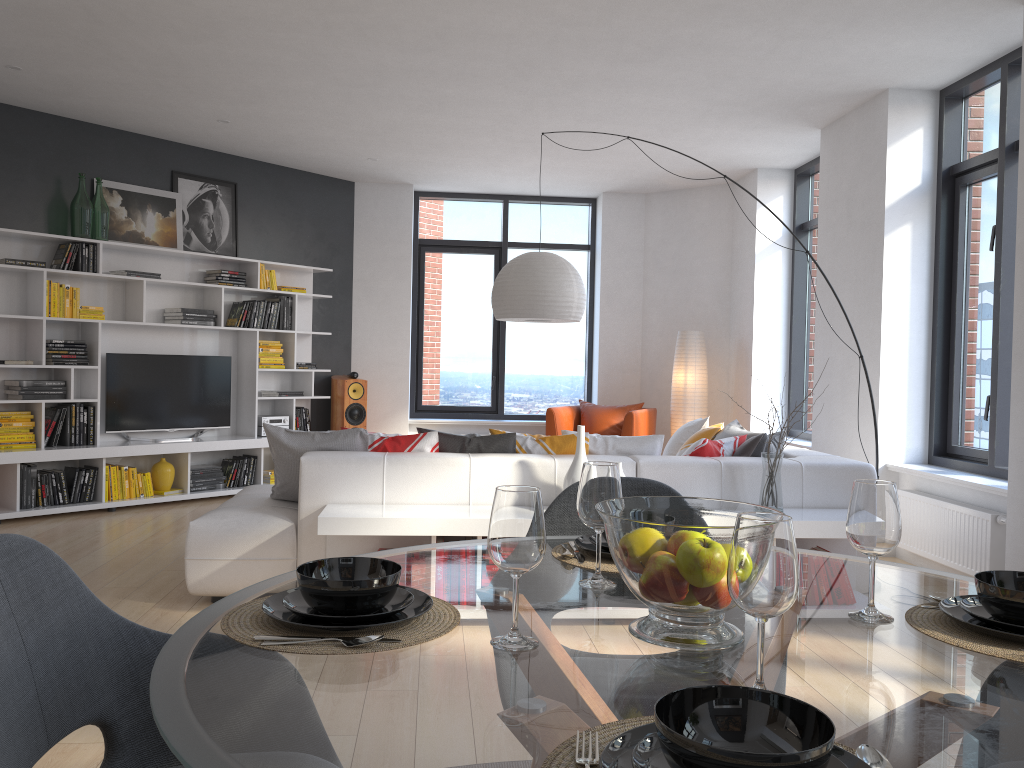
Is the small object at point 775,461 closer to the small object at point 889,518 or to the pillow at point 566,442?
the pillow at point 566,442

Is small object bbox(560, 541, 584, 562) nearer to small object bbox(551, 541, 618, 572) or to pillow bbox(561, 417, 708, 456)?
small object bbox(551, 541, 618, 572)

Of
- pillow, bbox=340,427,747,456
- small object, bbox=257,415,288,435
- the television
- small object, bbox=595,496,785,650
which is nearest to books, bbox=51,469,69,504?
the television

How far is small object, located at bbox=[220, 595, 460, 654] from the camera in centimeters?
121cm

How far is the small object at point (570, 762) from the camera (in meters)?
0.87

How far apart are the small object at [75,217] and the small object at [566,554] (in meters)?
5.97

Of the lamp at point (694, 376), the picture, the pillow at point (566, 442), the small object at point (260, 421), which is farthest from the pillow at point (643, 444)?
the picture

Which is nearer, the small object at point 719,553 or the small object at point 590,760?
the small object at point 590,760

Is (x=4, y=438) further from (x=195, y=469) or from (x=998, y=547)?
(x=998, y=547)

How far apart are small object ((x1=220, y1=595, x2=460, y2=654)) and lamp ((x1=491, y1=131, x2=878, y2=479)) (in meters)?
3.95
